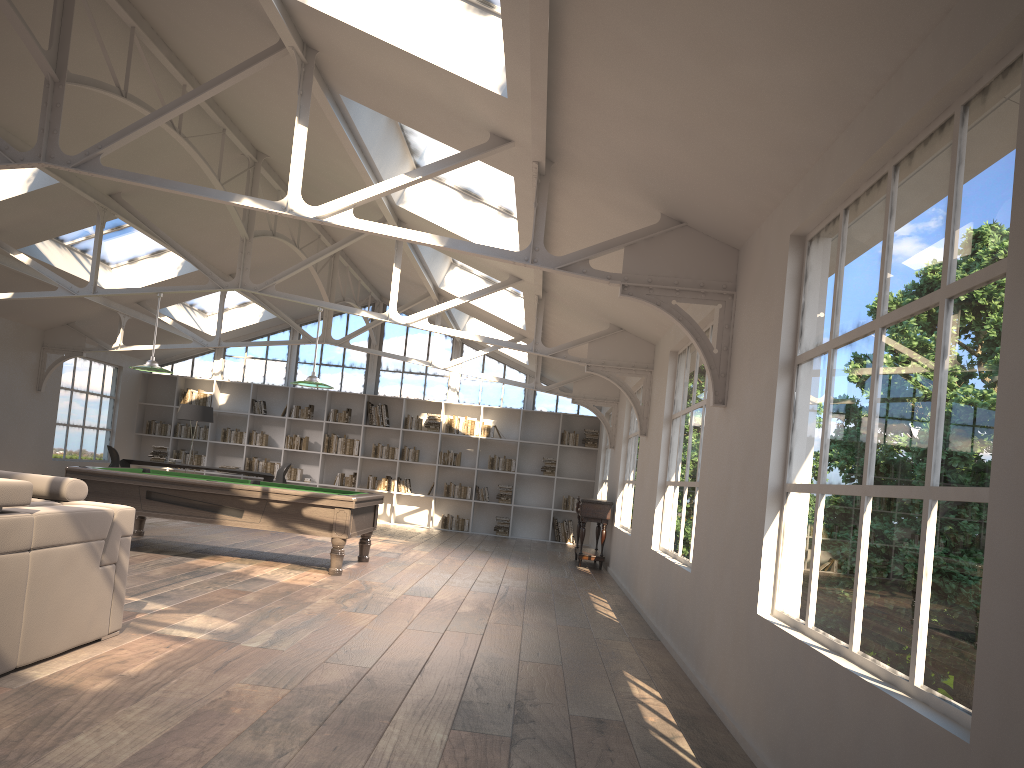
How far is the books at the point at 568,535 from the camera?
15.8m

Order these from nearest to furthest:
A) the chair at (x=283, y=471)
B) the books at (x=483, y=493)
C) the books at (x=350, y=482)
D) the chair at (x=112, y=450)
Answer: the chair at (x=112, y=450) < the chair at (x=283, y=471) < the books at (x=483, y=493) < the books at (x=350, y=482)

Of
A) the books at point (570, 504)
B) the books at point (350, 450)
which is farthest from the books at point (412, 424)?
the books at point (570, 504)

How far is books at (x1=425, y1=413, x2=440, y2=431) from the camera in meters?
16.1

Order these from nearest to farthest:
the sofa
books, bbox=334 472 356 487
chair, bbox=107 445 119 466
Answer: the sofa
chair, bbox=107 445 119 466
books, bbox=334 472 356 487

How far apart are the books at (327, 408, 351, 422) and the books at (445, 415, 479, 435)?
1.9 meters

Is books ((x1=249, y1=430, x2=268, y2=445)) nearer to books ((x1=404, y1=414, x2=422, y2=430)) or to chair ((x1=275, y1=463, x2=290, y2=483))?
chair ((x1=275, y1=463, x2=290, y2=483))

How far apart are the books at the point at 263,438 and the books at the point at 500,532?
4.52m

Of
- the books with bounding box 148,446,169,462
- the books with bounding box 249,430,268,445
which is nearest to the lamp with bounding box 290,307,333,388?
the books with bounding box 148,446,169,462

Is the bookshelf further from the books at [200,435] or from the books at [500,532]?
the books at [500,532]
